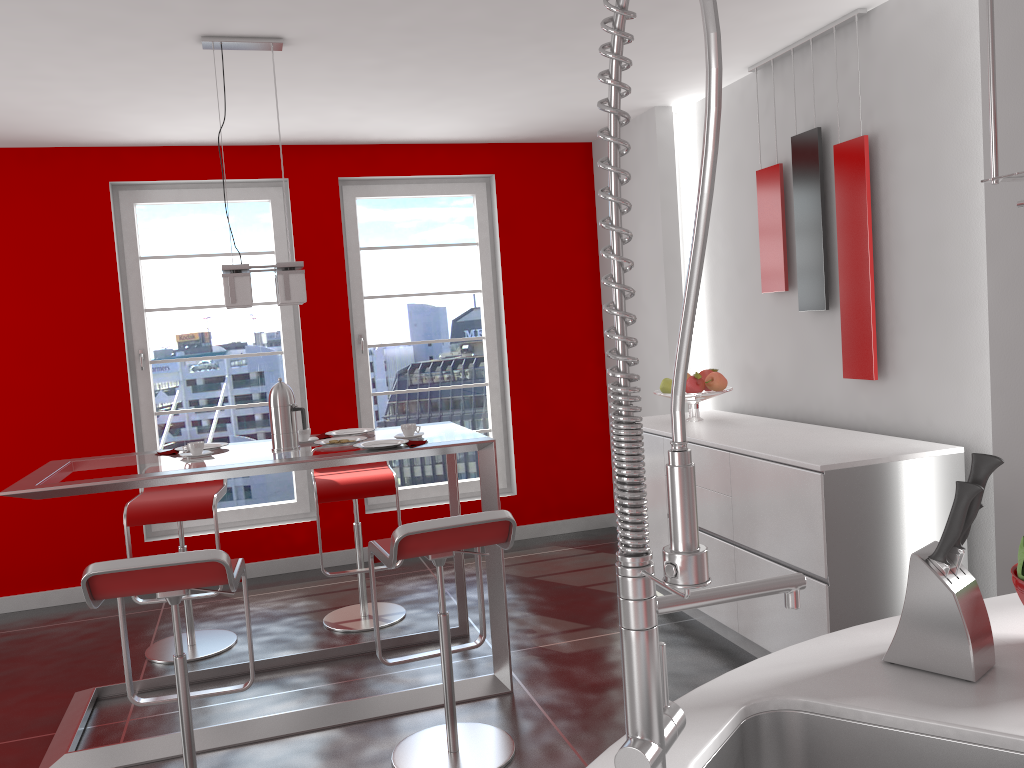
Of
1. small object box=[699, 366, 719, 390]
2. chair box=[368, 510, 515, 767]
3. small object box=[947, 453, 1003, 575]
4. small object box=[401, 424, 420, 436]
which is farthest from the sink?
small object box=[699, 366, 719, 390]

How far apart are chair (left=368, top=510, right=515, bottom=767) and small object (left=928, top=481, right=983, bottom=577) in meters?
1.6 m

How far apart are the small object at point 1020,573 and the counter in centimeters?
12cm

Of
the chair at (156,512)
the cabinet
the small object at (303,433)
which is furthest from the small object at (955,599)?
the chair at (156,512)

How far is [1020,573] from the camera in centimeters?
137cm

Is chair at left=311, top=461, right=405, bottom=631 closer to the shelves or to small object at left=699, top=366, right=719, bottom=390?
small object at left=699, top=366, right=719, bottom=390

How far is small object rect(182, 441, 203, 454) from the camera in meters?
3.5 m

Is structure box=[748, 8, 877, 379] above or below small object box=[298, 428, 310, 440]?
above

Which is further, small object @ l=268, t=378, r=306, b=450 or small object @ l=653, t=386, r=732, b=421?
small object @ l=653, t=386, r=732, b=421

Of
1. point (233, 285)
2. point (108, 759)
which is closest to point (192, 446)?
point (233, 285)
